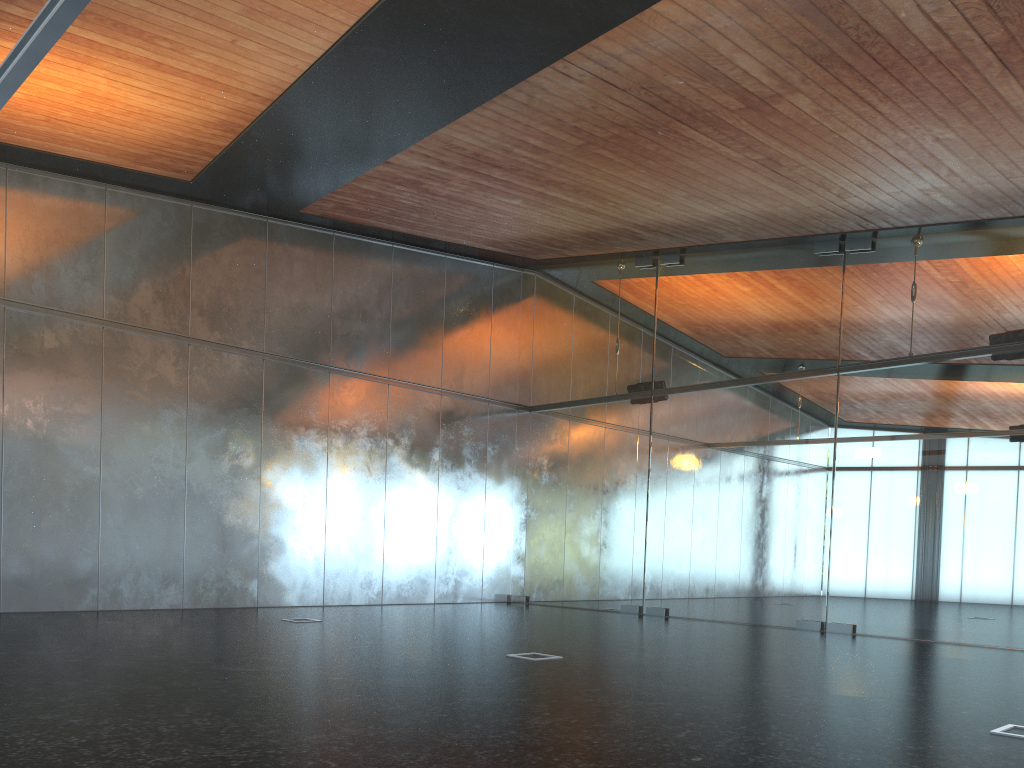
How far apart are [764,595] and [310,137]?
9.3m

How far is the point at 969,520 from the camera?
11.5m
